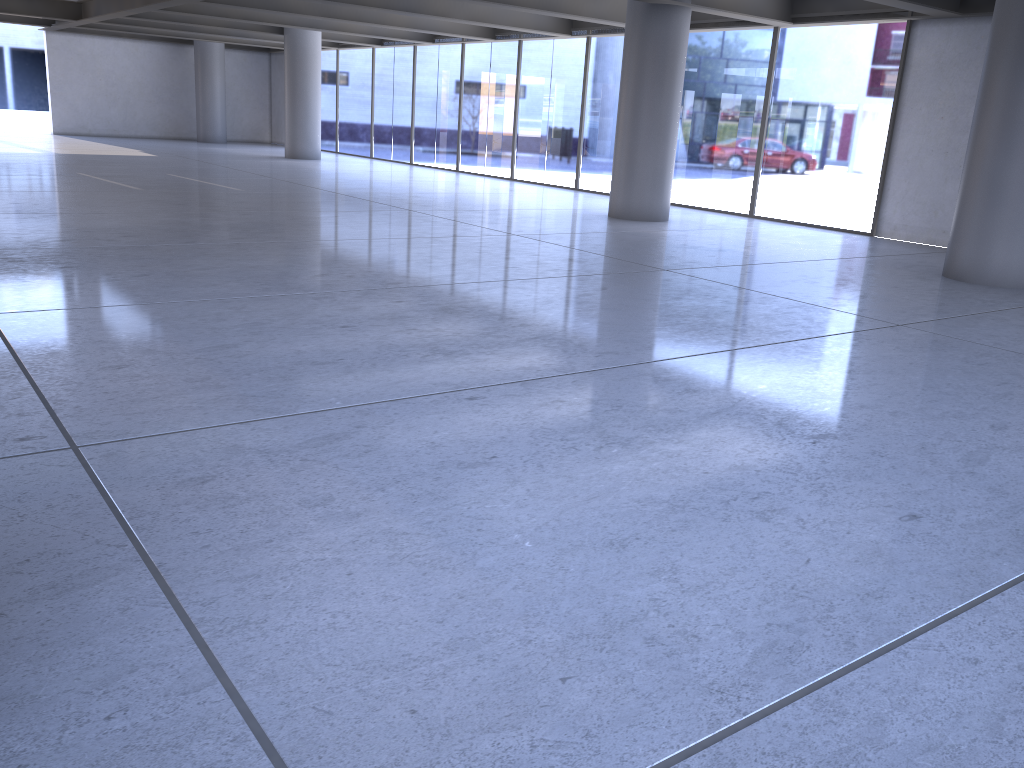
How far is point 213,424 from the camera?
3.3m
